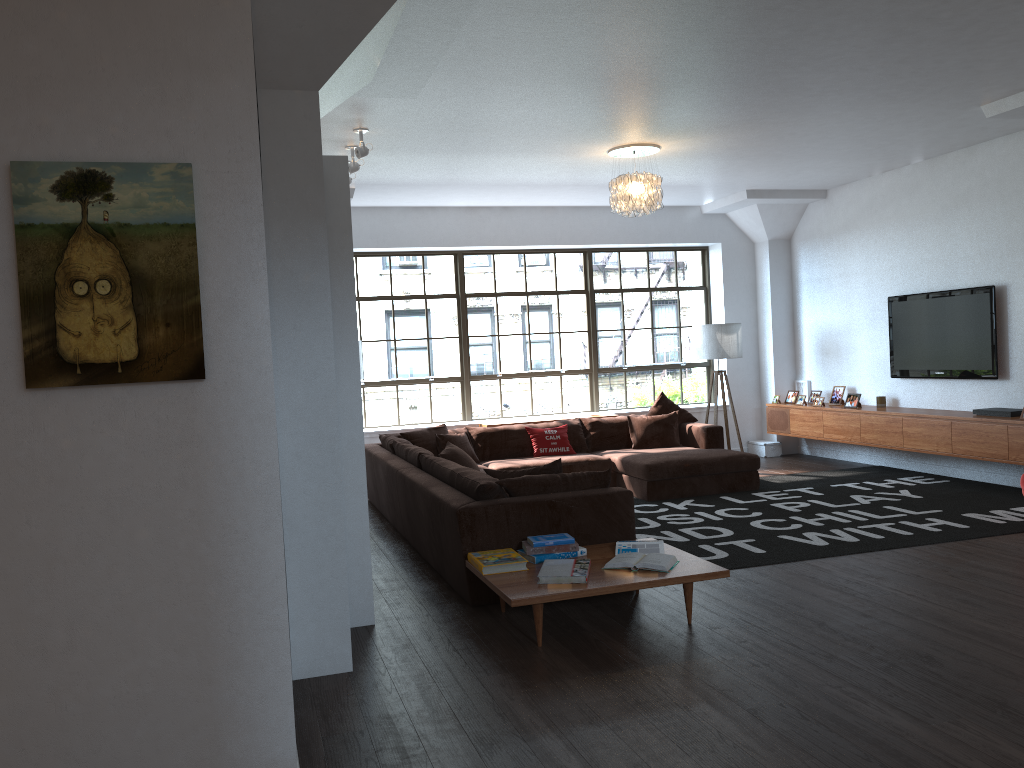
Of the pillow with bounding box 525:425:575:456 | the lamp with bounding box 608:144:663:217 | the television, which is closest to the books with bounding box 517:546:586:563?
the lamp with bounding box 608:144:663:217

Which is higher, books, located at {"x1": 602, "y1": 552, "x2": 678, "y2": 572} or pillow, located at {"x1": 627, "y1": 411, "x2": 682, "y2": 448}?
pillow, located at {"x1": 627, "y1": 411, "x2": 682, "y2": 448}

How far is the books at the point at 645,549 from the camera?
4.7m

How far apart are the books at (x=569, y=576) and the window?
5.6 meters

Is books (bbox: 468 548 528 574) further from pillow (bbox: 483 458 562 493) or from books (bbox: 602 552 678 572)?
pillow (bbox: 483 458 562 493)

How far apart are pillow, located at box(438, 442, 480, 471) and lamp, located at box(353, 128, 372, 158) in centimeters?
224cm

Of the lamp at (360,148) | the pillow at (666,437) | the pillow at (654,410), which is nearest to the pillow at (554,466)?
the lamp at (360,148)

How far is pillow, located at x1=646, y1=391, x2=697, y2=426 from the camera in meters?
9.2 m

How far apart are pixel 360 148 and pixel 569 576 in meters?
3.5 m

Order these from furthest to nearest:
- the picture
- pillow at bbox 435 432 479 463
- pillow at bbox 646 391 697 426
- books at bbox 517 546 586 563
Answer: pillow at bbox 646 391 697 426, pillow at bbox 435 432 479 463, books at bbox 517 546 586 563, the picture
